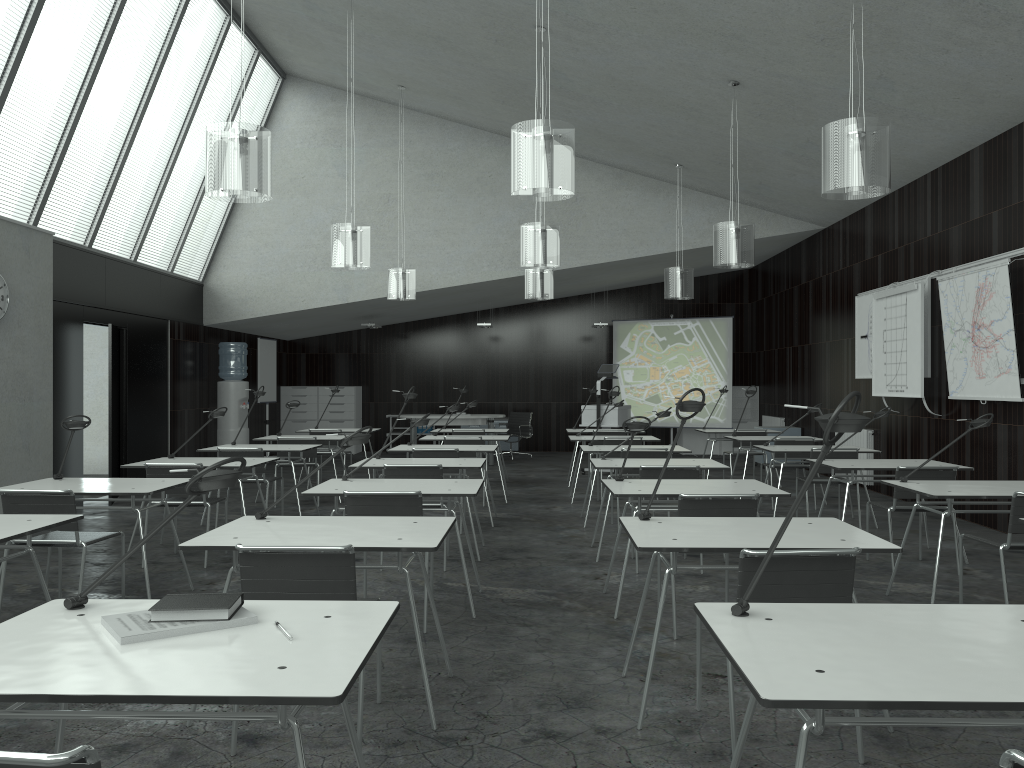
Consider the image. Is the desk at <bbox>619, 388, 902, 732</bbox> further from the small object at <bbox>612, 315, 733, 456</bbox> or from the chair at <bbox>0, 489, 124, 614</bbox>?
the small object at <bbox>612, 315, 733, 456</bbox>

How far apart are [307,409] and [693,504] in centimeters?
1184cm

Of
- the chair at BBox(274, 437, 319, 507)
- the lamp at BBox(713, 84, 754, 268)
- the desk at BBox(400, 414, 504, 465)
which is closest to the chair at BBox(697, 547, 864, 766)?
the lamp at BBox(713, 84, 754, 268)

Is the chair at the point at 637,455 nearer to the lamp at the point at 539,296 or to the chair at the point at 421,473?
the chair at the point at 421,473

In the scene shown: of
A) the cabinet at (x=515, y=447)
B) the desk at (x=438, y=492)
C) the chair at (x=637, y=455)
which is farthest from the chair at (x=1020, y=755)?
the cabinet at (x=515, y=447)

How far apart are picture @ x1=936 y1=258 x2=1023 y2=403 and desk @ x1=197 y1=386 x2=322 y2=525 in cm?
571

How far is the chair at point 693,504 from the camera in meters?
4.2

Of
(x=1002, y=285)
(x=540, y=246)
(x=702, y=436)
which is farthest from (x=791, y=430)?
(x=540, y=246)

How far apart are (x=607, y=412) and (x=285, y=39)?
5.8m

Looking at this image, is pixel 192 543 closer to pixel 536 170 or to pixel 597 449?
pixel 536 170
